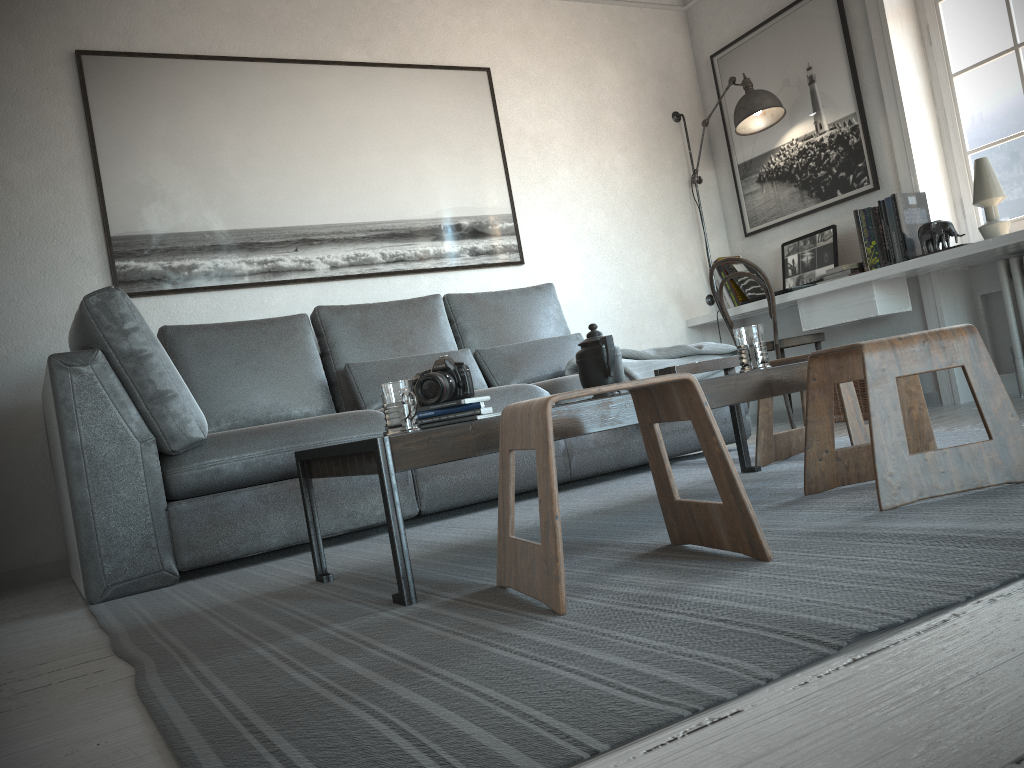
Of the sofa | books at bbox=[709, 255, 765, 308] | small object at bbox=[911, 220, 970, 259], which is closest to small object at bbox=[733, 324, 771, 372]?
the sofa

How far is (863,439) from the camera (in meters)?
2.64

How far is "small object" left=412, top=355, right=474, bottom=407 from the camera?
2.1m

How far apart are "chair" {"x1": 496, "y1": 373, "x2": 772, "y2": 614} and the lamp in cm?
328

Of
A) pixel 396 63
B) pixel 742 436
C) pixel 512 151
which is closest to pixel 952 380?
pixel 742 436

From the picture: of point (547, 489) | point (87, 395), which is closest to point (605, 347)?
point (547, 489)

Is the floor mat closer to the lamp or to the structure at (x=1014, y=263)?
the structure at (x=1014, y=263)

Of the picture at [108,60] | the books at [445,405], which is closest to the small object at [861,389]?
the picture at [108,60]

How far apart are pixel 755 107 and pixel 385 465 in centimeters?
360cm

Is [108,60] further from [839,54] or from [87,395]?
[839,54]
